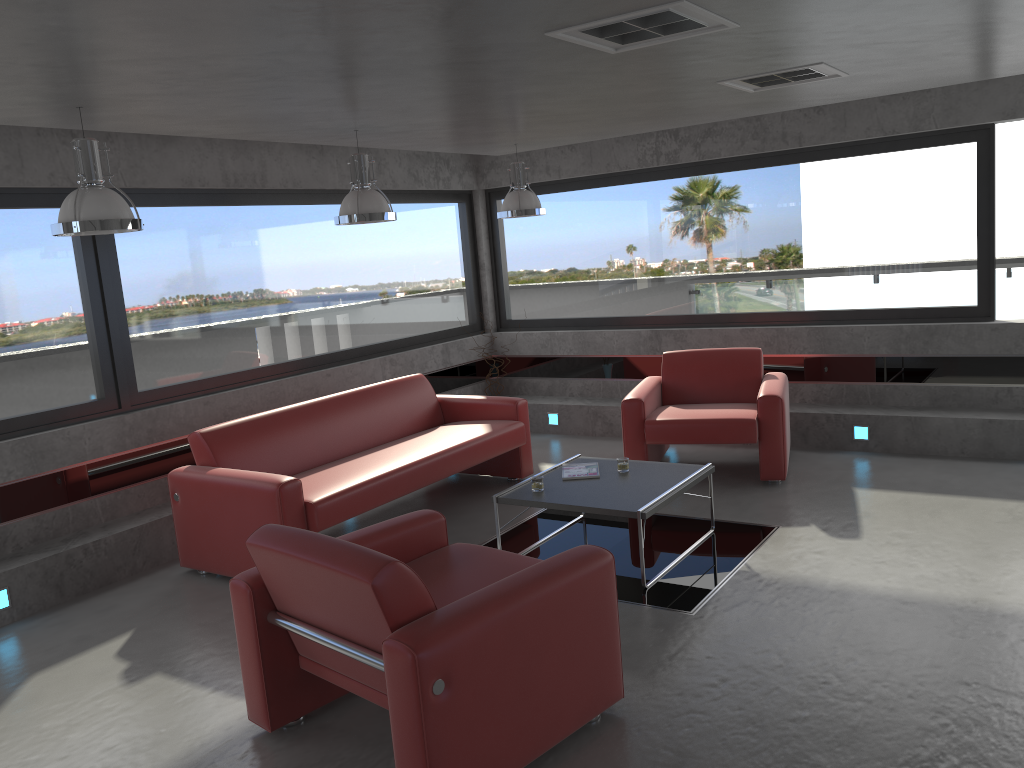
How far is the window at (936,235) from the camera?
7.06m

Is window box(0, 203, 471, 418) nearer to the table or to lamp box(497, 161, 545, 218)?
lamp box(497, 161, 545, 218)

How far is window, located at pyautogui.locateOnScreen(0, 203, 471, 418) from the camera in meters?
5.6

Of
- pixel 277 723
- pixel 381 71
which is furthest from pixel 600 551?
pixel 381 71

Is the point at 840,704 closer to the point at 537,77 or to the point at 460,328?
the point at 537,77

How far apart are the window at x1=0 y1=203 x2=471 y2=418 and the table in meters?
2.7 m

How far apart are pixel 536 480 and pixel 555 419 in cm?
349

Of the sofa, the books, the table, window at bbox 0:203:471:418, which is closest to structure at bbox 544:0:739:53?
the table

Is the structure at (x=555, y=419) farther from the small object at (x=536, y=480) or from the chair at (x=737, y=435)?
the small object at (x=536, y=480)

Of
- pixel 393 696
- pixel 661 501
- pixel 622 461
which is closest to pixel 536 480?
pixel 622 461
